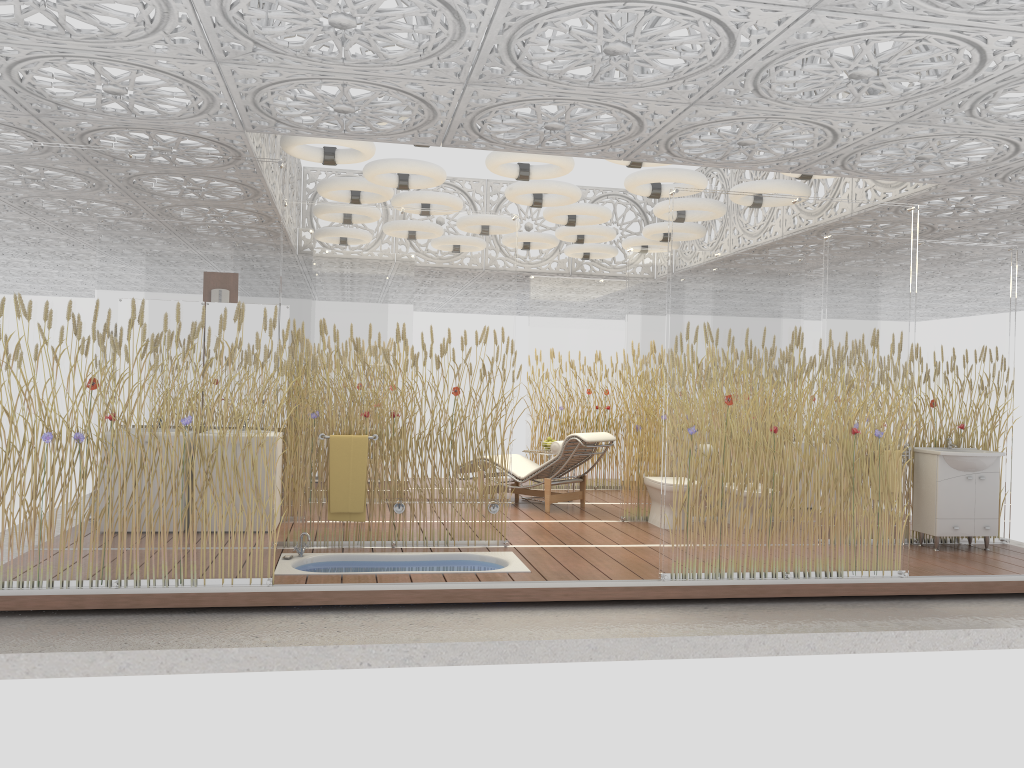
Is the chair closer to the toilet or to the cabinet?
the toilet

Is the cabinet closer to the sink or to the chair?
the sink

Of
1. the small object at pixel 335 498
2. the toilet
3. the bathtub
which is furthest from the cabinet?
the small object at pixel 335 498

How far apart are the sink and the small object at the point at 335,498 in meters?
4.6

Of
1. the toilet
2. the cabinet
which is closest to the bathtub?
the toilet

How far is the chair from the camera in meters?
8.8

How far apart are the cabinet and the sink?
0.0m

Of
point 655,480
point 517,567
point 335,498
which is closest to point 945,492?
point 655,480

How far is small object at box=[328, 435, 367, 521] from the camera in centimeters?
661cm

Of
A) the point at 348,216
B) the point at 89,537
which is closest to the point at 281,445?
the point at 89,537
